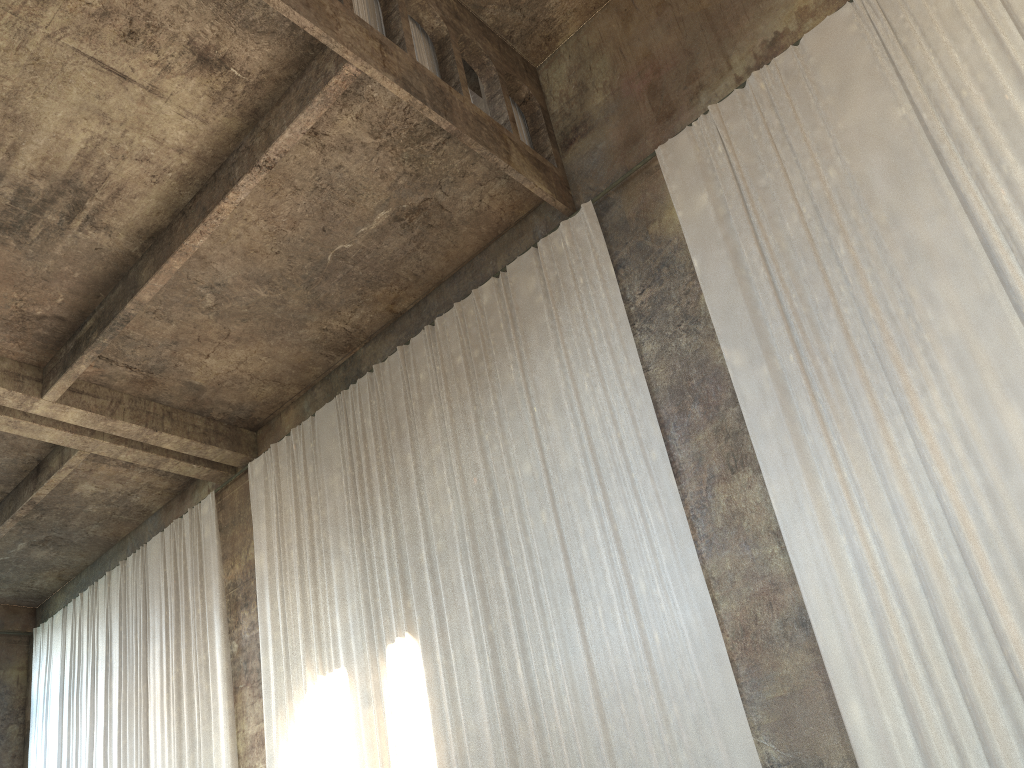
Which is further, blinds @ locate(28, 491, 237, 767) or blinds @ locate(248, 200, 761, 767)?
blinds @ locate(28, 491, 237, 767)

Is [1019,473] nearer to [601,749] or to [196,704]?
[601,749]

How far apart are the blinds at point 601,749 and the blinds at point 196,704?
1.08m

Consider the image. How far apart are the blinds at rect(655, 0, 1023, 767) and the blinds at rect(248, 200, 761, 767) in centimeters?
95cm

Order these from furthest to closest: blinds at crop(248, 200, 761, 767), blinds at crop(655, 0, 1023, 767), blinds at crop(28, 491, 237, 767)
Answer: blinds at crop(28, 491, 237, 767) < blinds at crop(248, 200, 761, 767) < blinds at crop(655, 0, 1023, 767)

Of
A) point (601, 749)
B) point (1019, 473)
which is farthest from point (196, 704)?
point (1019, 473)

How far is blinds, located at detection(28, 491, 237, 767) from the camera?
14.3m

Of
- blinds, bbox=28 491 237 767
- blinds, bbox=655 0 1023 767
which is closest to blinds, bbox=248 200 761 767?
blinds, bbox=655 0 1023 767

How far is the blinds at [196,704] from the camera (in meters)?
14.27

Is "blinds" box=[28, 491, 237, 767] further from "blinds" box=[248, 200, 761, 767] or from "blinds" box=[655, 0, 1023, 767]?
"blinds" box=[655, 0, 1023, 767]
